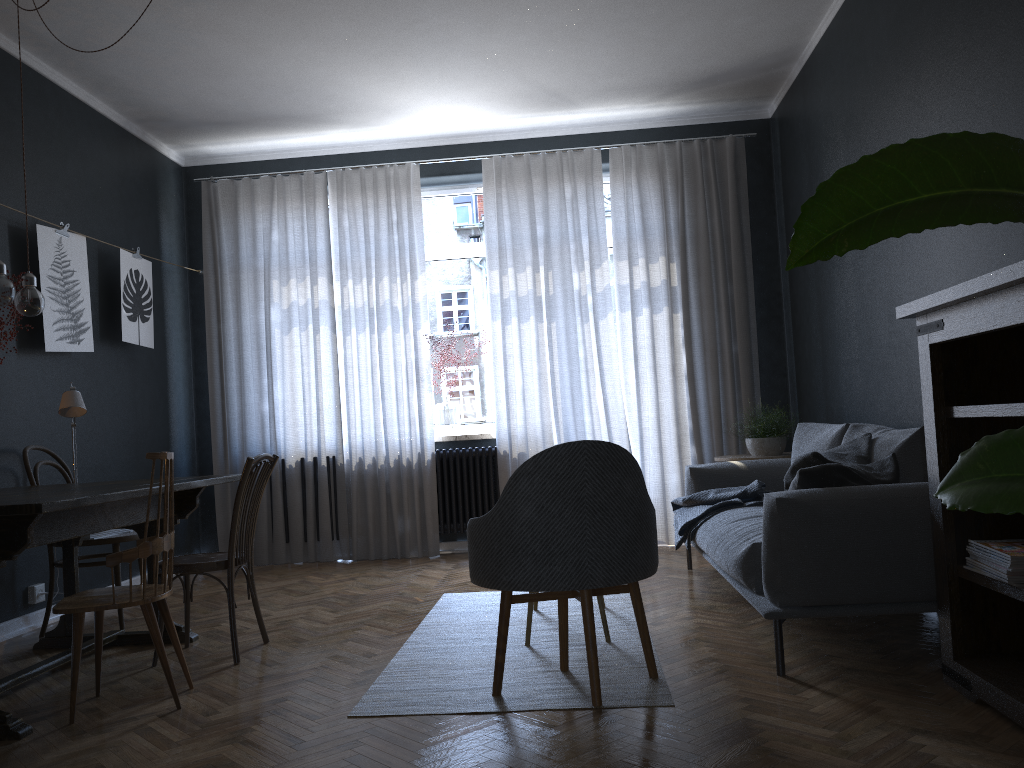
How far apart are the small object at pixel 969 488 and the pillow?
2.2 meters

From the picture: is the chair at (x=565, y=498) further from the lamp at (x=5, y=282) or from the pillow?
the lamp at (x=5, y=282)

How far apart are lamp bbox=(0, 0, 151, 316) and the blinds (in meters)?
2.73

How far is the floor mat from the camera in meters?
2.8

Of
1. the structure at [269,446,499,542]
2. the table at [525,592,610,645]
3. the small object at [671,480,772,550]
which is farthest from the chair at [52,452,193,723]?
the structure at [269,446,499,542]

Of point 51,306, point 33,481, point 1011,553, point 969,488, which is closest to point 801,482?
point 1011,553

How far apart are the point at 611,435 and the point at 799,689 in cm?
337

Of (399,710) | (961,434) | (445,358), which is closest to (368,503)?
(445,358)

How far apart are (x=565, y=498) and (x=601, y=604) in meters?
1.0

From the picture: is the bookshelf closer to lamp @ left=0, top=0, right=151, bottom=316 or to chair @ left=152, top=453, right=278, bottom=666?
chair @ left=152, top=453, right=278, bottom=666
